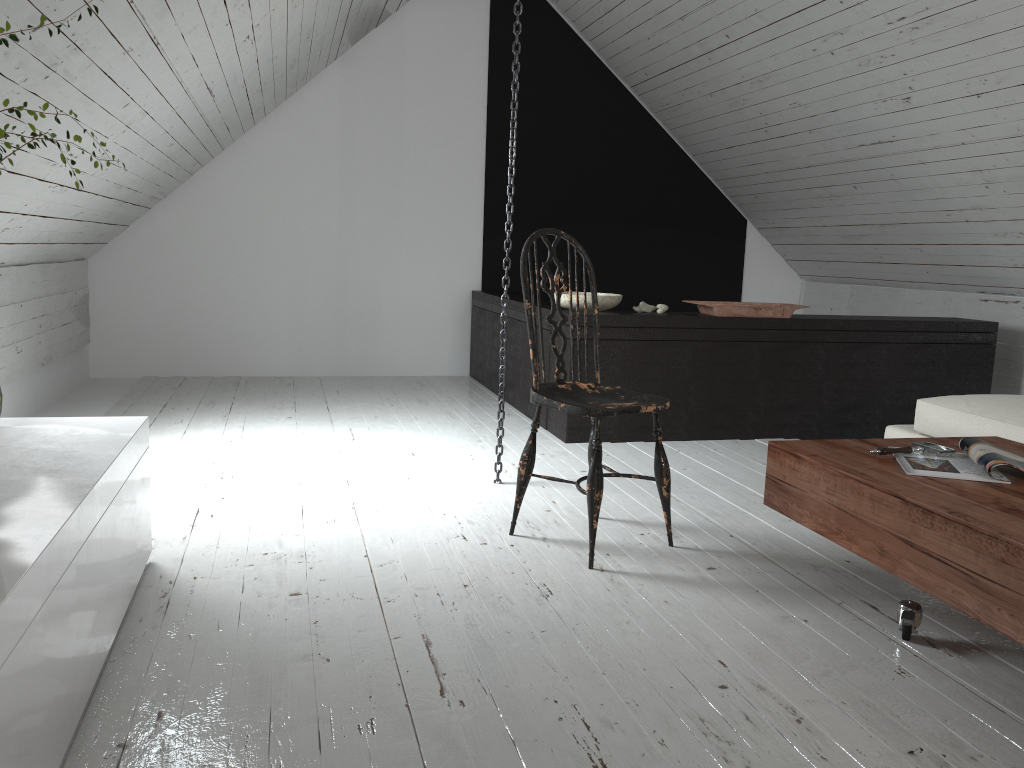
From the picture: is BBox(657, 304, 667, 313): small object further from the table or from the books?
the books

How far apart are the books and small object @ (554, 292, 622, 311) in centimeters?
193cm

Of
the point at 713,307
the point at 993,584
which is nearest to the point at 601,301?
the point at 713,307

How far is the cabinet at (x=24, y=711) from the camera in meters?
1.2 m

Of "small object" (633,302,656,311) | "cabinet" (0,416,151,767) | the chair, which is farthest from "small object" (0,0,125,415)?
"small object" (633,302,656,311)

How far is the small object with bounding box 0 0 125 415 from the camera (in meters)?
1.37

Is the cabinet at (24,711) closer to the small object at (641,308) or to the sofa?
the small object at (641,308)

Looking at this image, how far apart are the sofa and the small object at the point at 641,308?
1.2m

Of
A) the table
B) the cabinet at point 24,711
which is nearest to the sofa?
the table

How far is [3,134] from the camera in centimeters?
137cm
